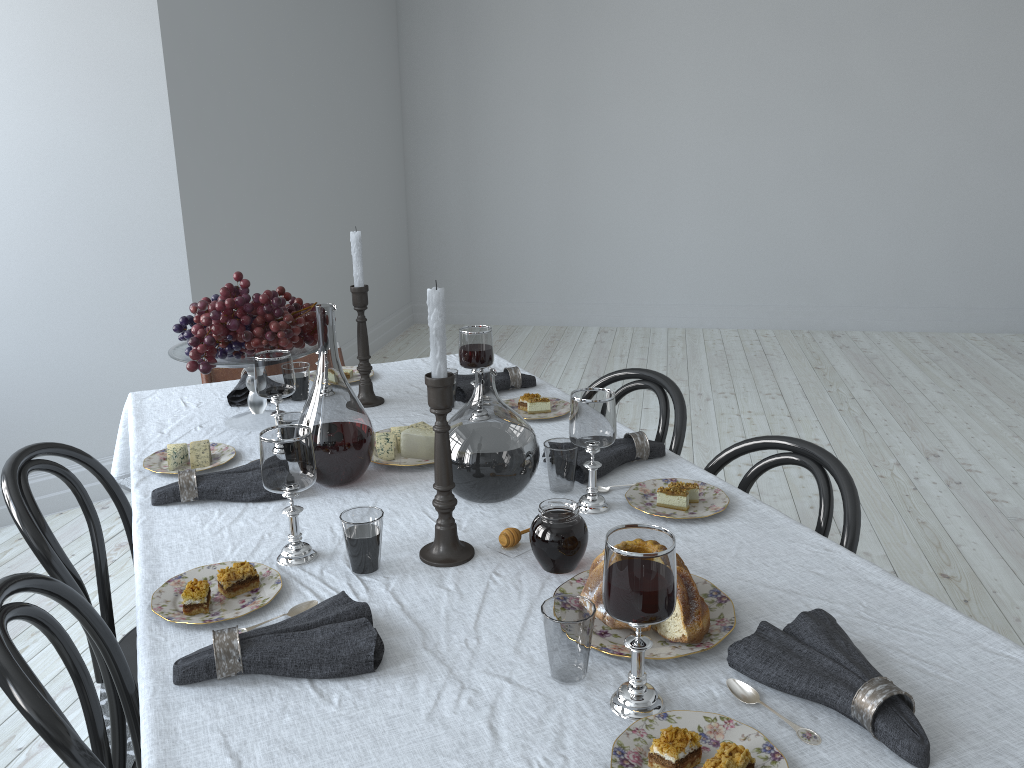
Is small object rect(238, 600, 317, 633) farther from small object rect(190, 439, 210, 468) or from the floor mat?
the floor mat

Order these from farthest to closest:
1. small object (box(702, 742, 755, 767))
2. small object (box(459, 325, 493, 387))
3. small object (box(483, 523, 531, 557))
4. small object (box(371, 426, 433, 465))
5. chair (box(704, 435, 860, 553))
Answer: small object (box(459, 325, 493, 387)), small object (box(371, 426, 433, 465)), chair (box(704, 435, 860, 553)), small object (box(483, 523, 531, 557)), small object (box(702, 742, 755, 767))

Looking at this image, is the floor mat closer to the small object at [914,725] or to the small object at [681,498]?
the small object at [681,498]

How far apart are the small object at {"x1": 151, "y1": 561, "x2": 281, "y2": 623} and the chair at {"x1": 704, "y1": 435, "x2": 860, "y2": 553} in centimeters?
93cm

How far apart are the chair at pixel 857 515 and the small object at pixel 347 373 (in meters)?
1.08

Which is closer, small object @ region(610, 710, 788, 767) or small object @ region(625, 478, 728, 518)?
small object @ region(610, 710, 788, 767)

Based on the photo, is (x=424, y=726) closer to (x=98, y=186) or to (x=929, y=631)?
(x=929, y=631)

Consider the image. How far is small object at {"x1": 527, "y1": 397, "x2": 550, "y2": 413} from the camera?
2.1 meters

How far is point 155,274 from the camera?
3.8 meters

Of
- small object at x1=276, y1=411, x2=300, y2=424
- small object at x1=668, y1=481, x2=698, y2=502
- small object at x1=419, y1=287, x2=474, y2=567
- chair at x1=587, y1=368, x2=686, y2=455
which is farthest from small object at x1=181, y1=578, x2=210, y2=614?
chair at x1=587, y1=368, x2=686, y2=455
